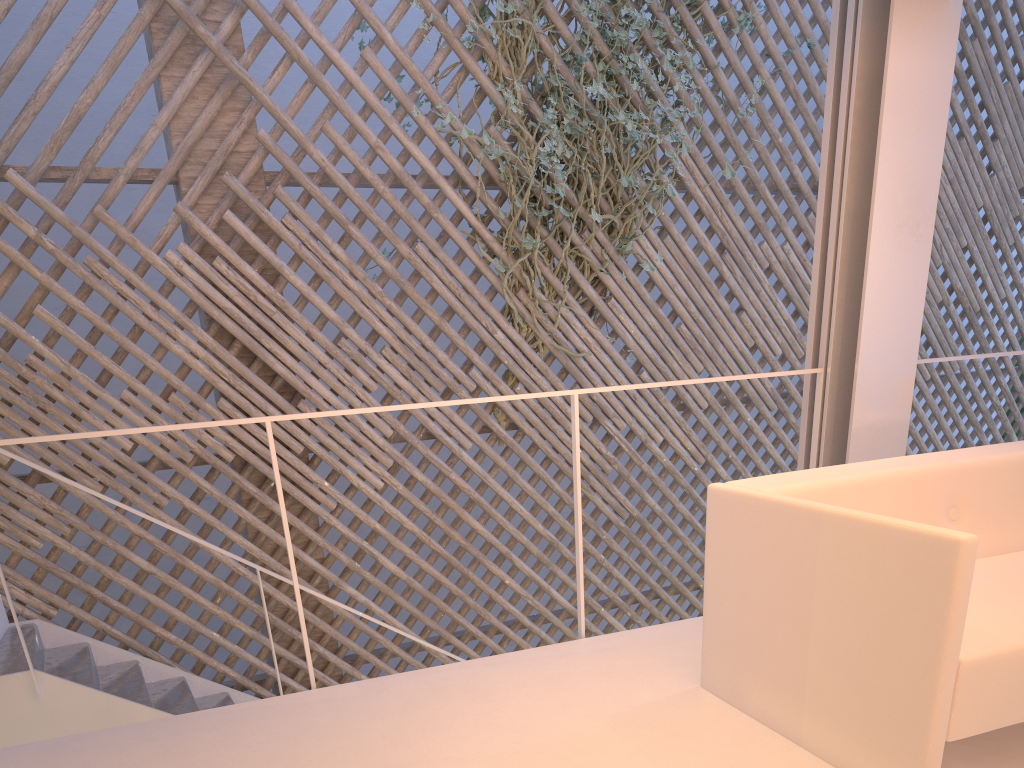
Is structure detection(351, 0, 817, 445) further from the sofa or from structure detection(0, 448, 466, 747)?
the sofa

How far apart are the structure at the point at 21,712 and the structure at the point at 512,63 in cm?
127

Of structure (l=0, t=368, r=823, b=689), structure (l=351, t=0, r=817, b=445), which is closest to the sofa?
structure (l=0, t=368, r=823, b=689)

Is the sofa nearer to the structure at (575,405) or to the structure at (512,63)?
the structure at (575,405)

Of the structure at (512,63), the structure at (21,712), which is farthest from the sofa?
the structure at (512,63)

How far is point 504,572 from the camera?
3.17m

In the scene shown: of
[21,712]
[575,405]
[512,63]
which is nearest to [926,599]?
[575,405]

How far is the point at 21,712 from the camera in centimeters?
197cm

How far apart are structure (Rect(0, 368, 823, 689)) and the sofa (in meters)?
0.36

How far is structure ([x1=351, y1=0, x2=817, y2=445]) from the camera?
3.1 meters
